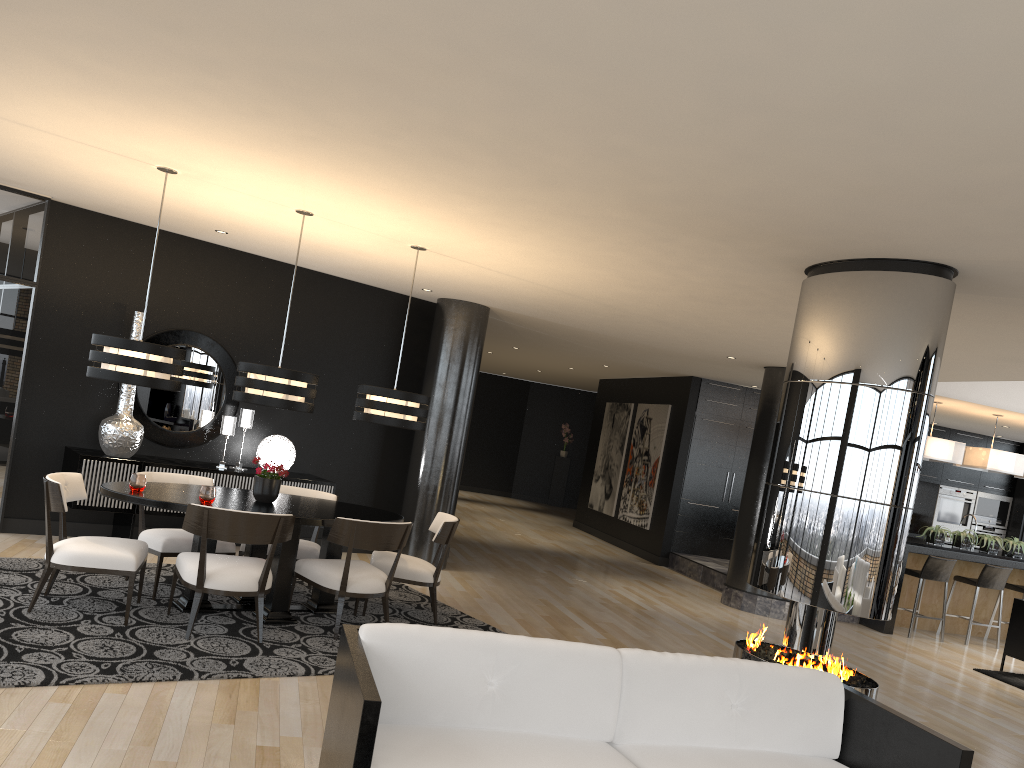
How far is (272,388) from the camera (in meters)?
5.71

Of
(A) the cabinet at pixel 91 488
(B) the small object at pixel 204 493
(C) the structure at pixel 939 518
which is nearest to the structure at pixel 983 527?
(C) the structure at pixel 939 518

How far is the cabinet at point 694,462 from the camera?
12.51m

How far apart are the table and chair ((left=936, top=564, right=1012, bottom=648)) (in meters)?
7.24

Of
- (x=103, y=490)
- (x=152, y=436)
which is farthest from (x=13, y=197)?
(x=103, y=490)

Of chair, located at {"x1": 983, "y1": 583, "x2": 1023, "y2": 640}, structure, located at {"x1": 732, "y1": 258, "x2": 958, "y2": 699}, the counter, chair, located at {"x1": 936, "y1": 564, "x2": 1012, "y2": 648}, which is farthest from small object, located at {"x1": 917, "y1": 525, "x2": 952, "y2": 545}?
structure, located at {"x1": 732, "y1": 258, "x2": 958, "y2": 699}

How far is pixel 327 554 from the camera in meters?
6.2 m

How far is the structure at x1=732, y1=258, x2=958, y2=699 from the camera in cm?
450

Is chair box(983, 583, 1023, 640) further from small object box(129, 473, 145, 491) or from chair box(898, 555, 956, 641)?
small object box(129, 473, 145, 491)

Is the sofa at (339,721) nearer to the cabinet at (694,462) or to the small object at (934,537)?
the small object at (934,537)
